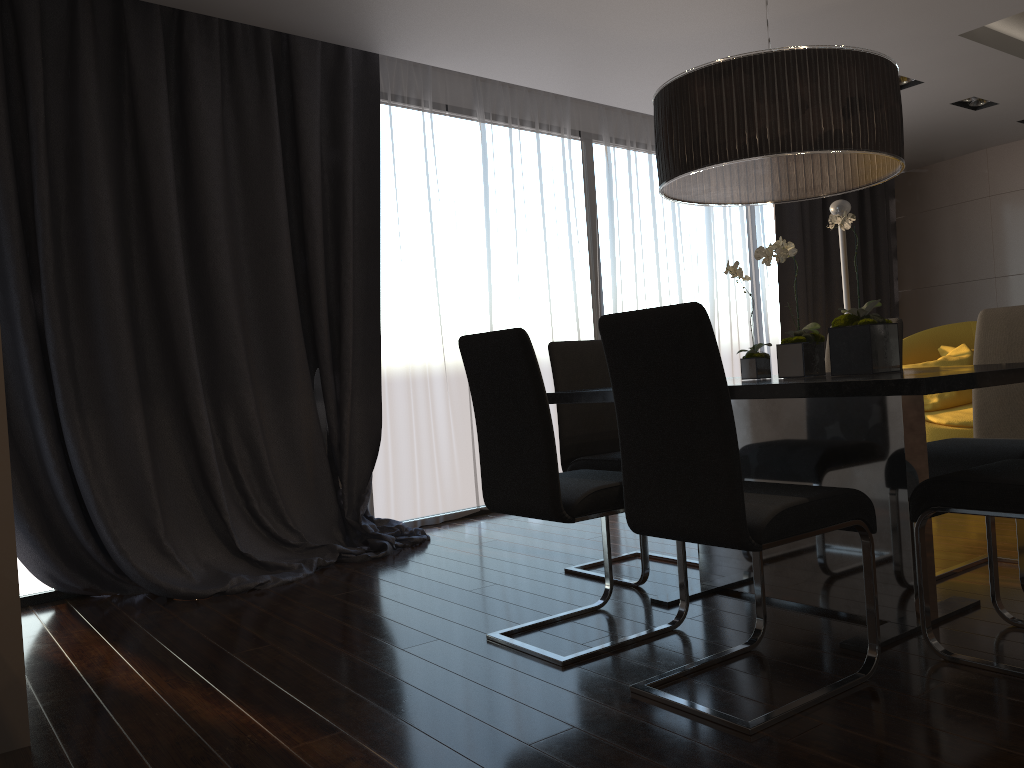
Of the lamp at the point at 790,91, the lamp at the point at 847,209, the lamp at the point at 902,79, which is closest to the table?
the lamp at the point at 790,91

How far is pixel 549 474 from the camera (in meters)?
2.50

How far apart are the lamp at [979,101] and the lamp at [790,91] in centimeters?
359cm

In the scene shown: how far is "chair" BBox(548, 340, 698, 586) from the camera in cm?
352

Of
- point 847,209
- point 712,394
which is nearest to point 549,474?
point 712,394

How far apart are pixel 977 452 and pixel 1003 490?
0.78m

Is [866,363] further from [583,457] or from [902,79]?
[902,79]

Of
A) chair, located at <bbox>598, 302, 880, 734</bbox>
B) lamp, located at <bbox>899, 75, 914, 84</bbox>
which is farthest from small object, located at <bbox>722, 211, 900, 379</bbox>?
lamp, located at <bbox>899, 75, 914, 84</bbox>

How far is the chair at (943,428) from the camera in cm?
524

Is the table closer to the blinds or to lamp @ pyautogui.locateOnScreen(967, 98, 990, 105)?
the blinds
